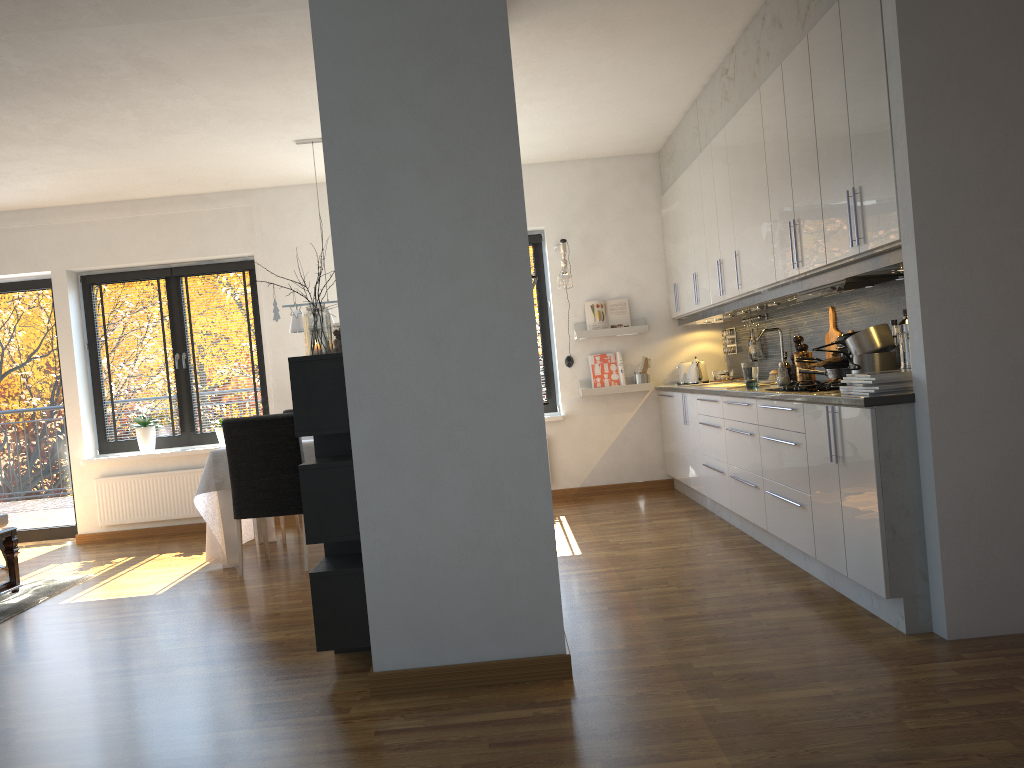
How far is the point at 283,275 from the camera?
7.35m

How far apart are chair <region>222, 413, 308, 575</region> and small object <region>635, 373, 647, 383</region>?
3.0m

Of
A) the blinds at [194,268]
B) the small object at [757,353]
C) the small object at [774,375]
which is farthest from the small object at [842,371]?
the blinds at [194,268]

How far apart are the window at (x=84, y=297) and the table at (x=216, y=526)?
1.2 meters

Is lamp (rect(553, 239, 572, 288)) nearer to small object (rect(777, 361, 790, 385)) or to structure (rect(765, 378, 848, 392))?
small object (rect(777, 361, 790, 385))

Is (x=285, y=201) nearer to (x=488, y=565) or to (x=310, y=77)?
(x=310, y=77)

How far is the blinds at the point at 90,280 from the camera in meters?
7.5 m

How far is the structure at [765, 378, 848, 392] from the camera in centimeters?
399cm

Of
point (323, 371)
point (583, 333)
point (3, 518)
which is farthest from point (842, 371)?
point (3, 518)

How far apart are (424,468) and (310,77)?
2.8m
